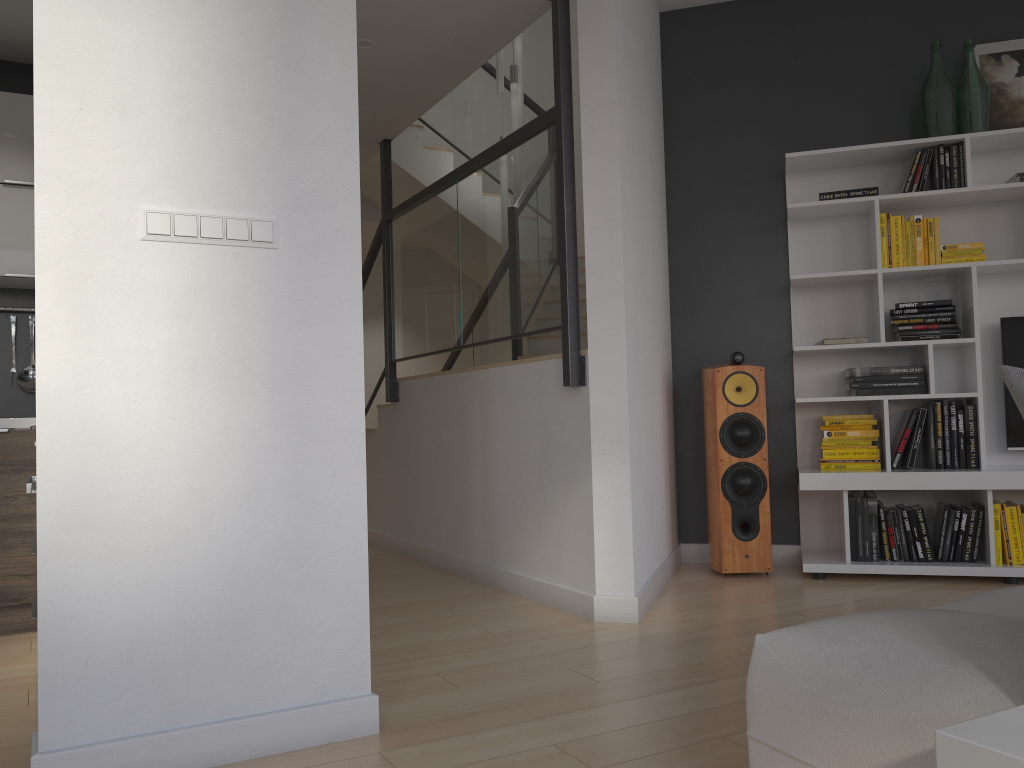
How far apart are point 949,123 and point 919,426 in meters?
1.4

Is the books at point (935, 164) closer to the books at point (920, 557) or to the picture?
the picture

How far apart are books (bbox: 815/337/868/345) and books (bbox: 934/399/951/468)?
0.5 meters

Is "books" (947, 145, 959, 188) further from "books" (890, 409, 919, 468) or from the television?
"books" (890, 409, 919, 468)

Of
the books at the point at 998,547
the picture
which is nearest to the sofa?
the books at the point at 998,547

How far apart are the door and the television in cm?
539

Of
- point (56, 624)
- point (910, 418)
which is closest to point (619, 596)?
point (910, 418)

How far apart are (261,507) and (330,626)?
0.35m

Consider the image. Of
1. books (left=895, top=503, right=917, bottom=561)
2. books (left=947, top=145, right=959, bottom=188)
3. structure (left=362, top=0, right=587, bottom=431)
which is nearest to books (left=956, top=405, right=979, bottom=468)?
books (left=895, top=503, right=917, bottom=561)

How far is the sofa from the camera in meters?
1.2
